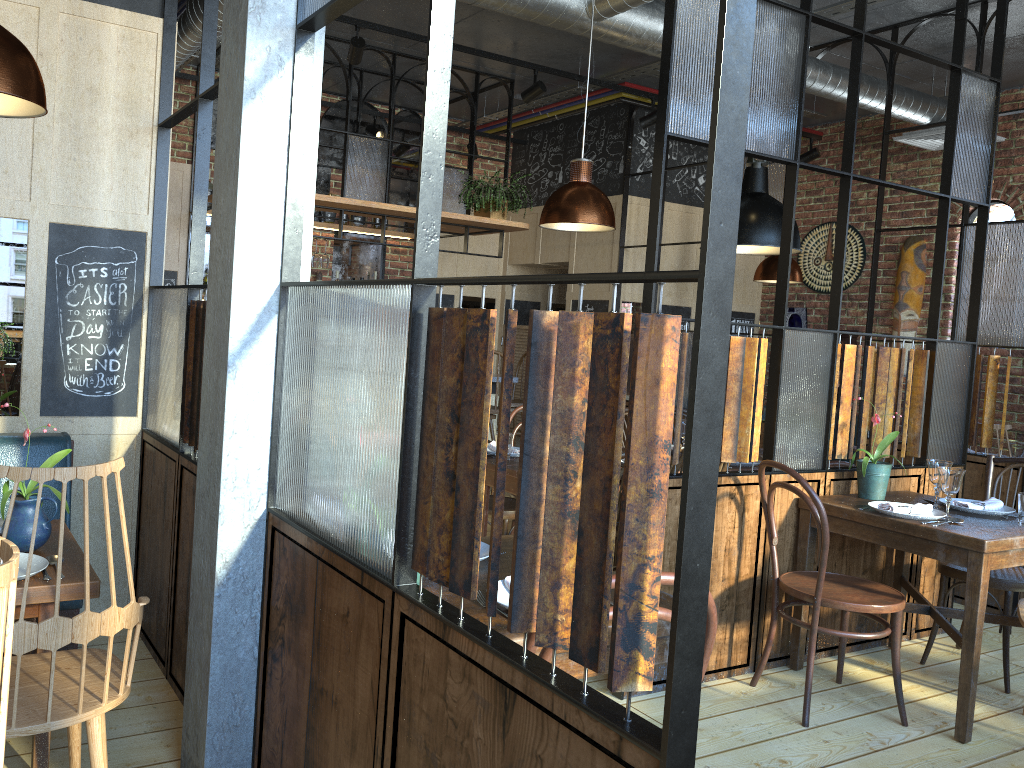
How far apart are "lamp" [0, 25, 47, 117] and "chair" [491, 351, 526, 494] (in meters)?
4.99

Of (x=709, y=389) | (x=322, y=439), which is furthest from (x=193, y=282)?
(x=709, y=389)

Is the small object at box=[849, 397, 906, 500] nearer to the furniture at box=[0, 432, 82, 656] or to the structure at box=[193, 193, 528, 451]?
the furniture at box=[0, 432, 82, 656]

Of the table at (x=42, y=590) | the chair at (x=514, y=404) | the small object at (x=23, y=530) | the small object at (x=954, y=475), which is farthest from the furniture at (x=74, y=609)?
the chair at (x=514, y=404)

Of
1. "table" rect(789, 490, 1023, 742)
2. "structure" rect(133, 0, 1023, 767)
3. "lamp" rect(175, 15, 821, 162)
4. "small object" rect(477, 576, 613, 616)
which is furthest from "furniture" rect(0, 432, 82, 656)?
"lamp" rect(175, 15, 821, 162)

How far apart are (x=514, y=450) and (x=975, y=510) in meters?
2.0 m

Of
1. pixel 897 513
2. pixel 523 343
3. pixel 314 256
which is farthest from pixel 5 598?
pixel 523 343

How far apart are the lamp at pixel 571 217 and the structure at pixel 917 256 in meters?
3.9 m

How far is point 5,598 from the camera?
1.09m

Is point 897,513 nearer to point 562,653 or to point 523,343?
point 562,653
